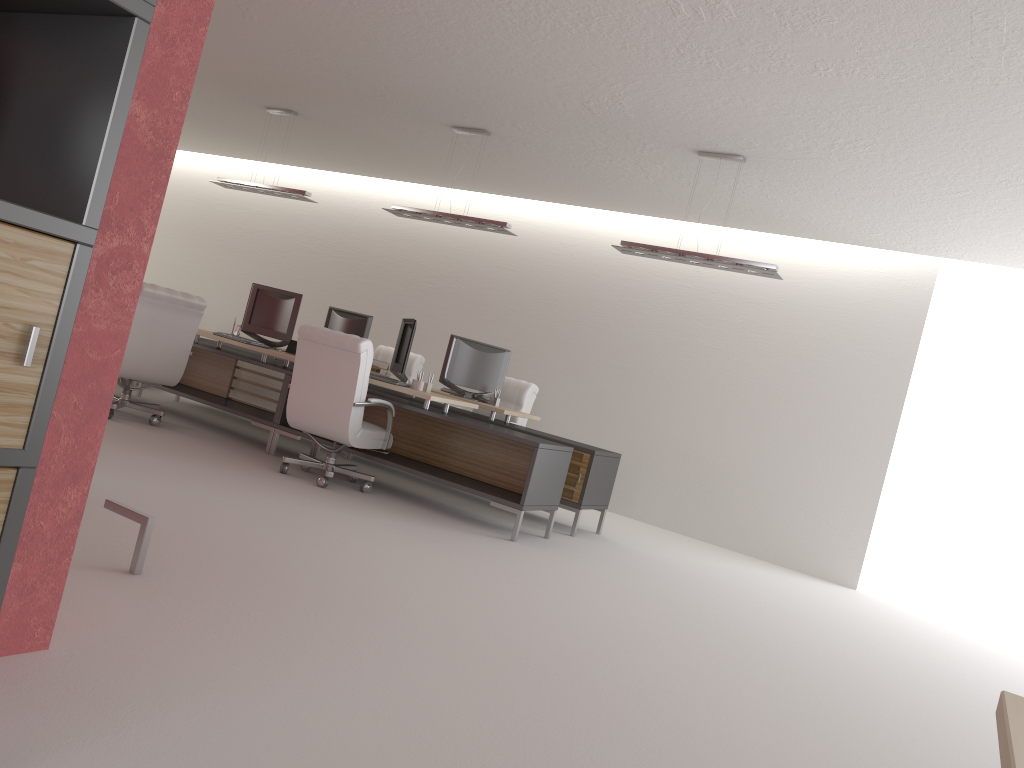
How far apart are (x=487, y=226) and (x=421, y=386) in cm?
223

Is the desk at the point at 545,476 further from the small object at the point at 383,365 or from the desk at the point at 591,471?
the small object at the point at 383,365

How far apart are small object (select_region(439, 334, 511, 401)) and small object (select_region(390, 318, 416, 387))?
1.2m

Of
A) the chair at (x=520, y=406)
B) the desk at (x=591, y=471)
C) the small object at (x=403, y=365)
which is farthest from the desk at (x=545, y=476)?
the chair at (x=520, y=406)

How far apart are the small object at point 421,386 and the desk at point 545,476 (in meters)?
0.21

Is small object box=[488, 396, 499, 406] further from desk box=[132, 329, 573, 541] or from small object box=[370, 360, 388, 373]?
small object box=[370, 360, 388, 373]

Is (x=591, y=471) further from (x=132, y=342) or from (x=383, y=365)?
(x=132, y=342)

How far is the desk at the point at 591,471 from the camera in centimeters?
1038cm

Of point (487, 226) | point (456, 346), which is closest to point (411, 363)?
point (456, 346)

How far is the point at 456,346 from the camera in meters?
11.8
